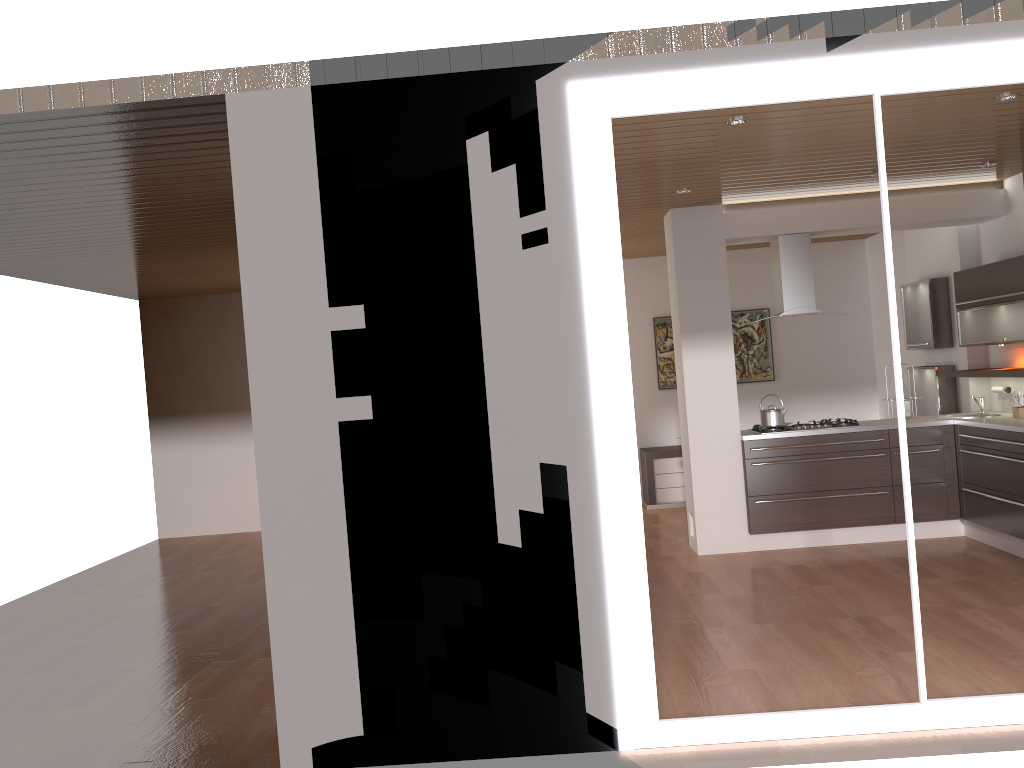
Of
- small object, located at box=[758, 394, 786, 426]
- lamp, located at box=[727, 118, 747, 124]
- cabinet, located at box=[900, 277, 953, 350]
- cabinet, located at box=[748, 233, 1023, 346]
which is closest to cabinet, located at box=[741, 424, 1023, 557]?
small object, located at box=[758, 394, 786, 426]

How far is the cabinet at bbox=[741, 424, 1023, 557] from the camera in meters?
6.2

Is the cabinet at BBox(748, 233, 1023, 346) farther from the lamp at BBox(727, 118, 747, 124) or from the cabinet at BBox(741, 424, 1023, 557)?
the lamp at BBox(727, 118, 747, 124)

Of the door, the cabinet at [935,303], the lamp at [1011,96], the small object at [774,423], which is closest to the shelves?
the cabinet at [935,303]

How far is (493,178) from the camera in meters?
3.5 m

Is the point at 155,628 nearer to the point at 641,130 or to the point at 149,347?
the point at 641,130

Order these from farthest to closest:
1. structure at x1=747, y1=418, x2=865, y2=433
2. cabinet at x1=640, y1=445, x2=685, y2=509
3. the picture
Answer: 1. the picture
2. cabinet at x1=640, y1=445, x2=685, y2=509
3. structure at x1=747, y1=418, x2=865, y2=433

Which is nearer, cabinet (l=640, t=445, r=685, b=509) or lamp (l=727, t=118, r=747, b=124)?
lamp (l=727, t=118, r=747, b=124)

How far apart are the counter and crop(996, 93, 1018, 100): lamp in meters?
2.3

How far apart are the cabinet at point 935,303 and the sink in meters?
0.6
